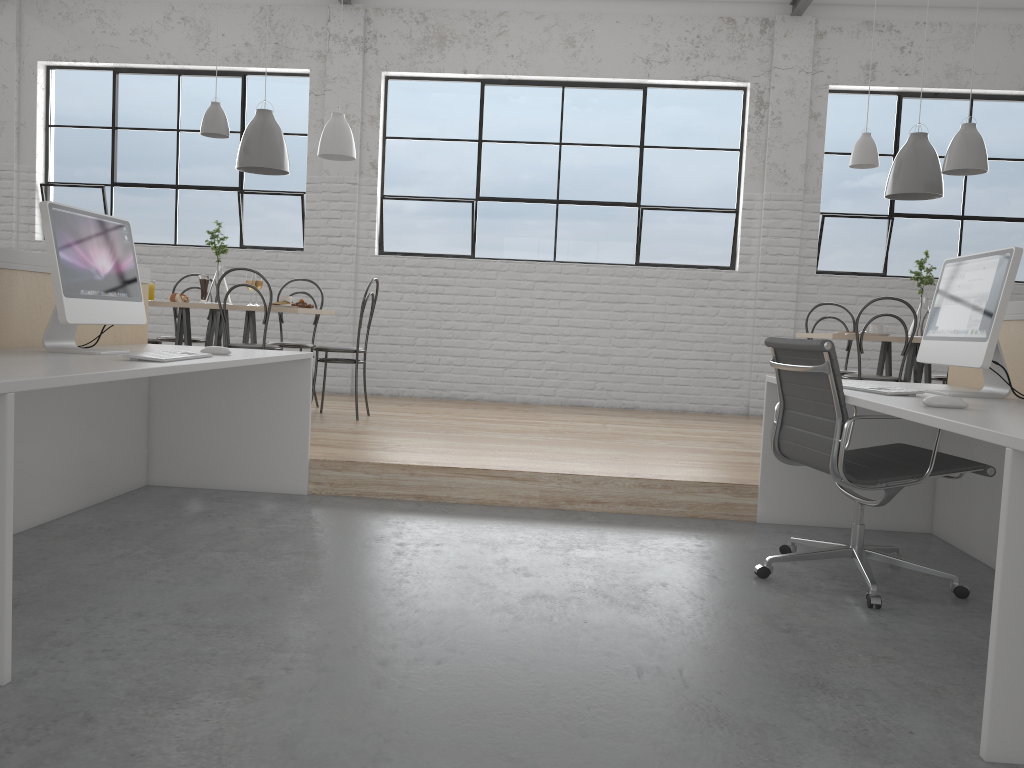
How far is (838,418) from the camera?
2.1m

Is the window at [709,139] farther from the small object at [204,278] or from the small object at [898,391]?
the small object at [898,391]

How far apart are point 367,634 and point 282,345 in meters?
3.0

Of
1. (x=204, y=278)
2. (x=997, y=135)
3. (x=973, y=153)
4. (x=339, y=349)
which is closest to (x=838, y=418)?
(x=973, y=153)

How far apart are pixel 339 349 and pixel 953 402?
3.02m

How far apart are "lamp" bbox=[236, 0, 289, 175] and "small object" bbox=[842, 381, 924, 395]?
3.04m

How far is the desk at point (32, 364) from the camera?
1.8m

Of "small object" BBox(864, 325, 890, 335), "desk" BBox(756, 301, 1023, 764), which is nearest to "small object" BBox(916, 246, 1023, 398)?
"desk" BBox(756, 301, 1023, 764)

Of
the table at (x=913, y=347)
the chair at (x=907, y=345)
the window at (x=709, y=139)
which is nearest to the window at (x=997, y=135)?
the window at (x=709, y=139)

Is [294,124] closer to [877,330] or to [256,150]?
[256,150]
